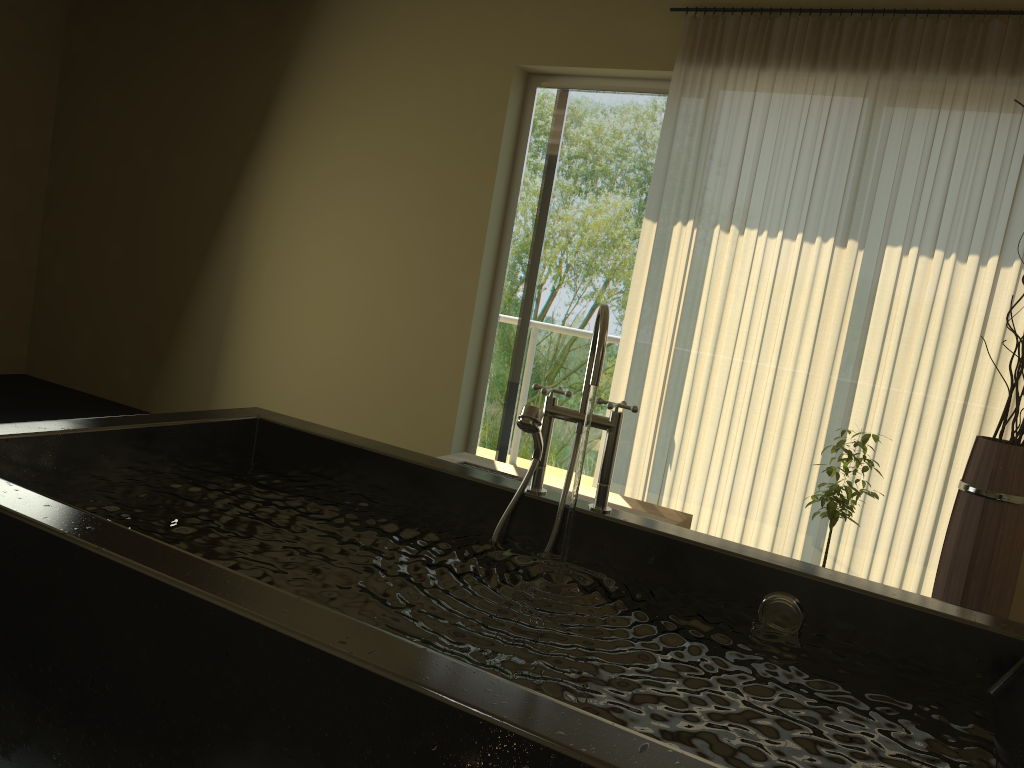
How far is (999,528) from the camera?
2.8m

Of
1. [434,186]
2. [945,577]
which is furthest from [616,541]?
[434,186]

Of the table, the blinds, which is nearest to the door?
the blinds

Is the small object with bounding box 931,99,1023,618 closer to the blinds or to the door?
the blinds

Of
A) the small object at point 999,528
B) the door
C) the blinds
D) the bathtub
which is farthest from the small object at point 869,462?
the door

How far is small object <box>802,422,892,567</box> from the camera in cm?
310

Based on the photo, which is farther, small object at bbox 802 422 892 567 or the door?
the door

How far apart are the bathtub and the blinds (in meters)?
2.10

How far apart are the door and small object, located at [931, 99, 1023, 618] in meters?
1.9 m

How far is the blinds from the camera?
3.5m
